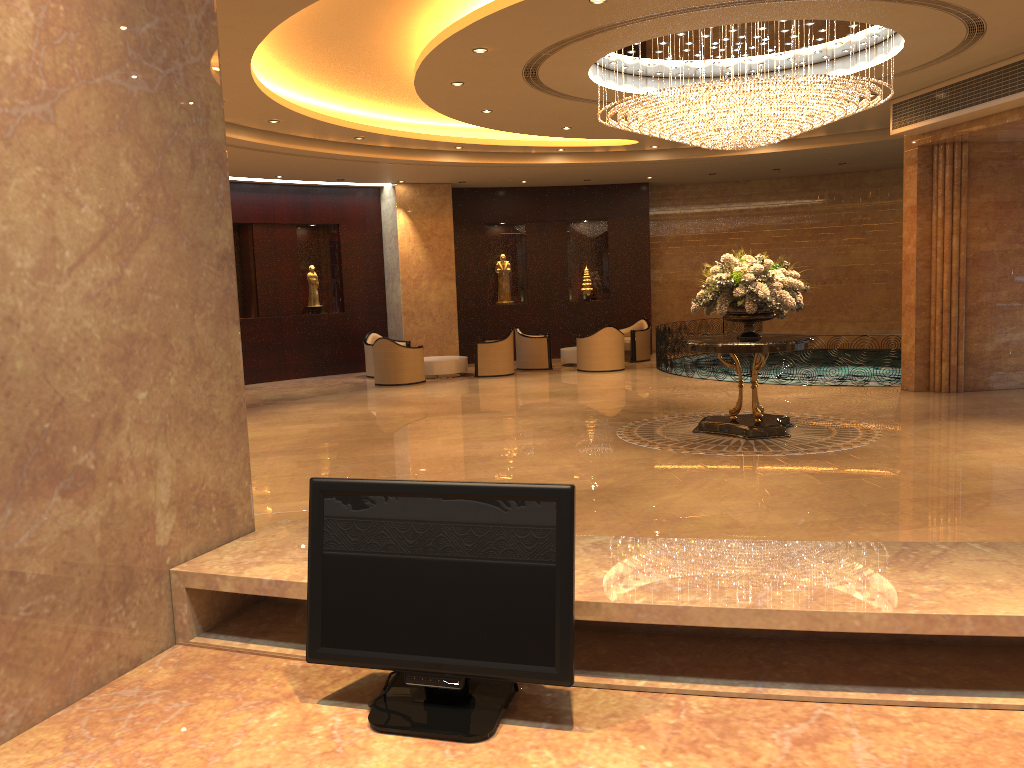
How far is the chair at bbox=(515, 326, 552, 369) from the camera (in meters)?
18.24

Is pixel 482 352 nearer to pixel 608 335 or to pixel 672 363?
pixel 608 335

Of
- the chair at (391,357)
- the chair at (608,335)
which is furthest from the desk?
the chair at (608,335)

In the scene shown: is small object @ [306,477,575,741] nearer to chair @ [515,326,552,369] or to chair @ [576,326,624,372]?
chair @ [576,326,624,372]

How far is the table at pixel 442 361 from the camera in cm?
1736

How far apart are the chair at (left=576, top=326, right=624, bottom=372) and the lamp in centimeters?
646cm

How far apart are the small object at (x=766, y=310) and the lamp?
1.23m

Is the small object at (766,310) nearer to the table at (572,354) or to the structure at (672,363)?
the structure at (672,363)

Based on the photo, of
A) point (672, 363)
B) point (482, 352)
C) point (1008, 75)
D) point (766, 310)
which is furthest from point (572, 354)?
point (1008, 75)

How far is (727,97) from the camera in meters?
9.0
